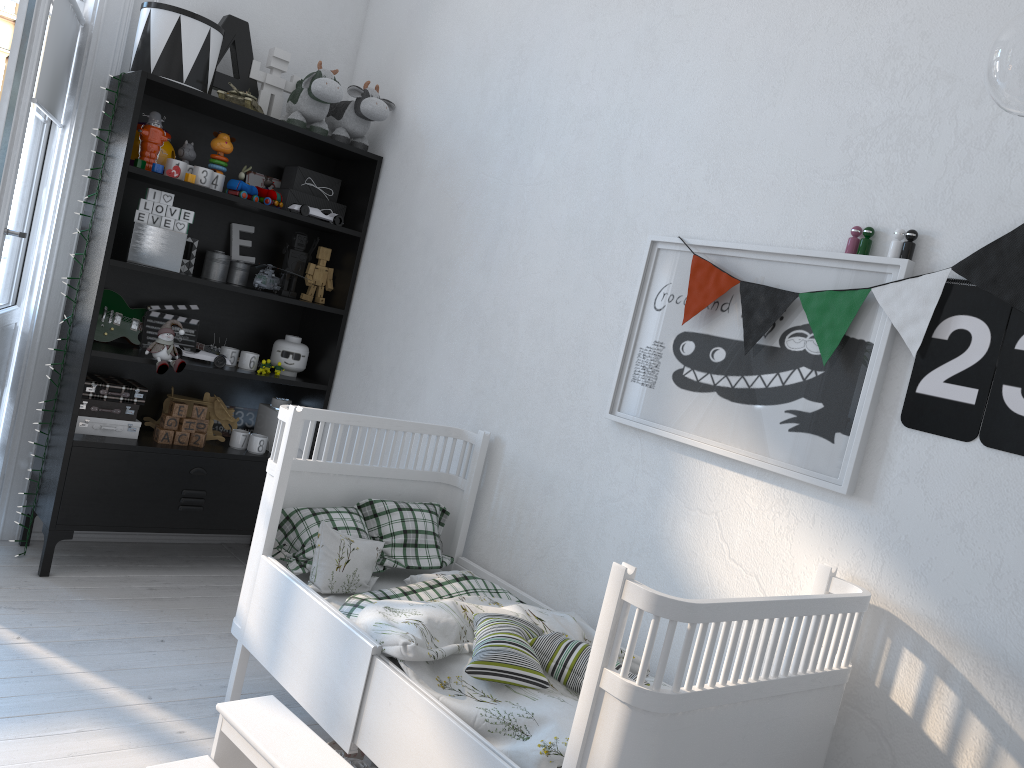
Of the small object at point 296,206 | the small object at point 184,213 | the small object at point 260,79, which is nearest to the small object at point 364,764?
the small object at point 184,213

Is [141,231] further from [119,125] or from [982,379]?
[982,379]

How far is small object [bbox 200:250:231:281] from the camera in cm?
330

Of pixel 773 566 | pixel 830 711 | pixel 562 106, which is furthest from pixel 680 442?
pixel 562 106

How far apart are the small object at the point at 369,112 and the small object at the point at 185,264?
0.7m

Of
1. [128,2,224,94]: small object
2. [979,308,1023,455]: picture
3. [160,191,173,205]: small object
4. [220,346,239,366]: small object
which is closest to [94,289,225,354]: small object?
[220,346,239,366]: small object

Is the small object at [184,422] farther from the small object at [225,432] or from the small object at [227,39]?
the small object at [227,39]

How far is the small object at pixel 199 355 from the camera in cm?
320

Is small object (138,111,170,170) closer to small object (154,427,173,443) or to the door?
the door

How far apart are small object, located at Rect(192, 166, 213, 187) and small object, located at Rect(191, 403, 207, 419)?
0.80m
